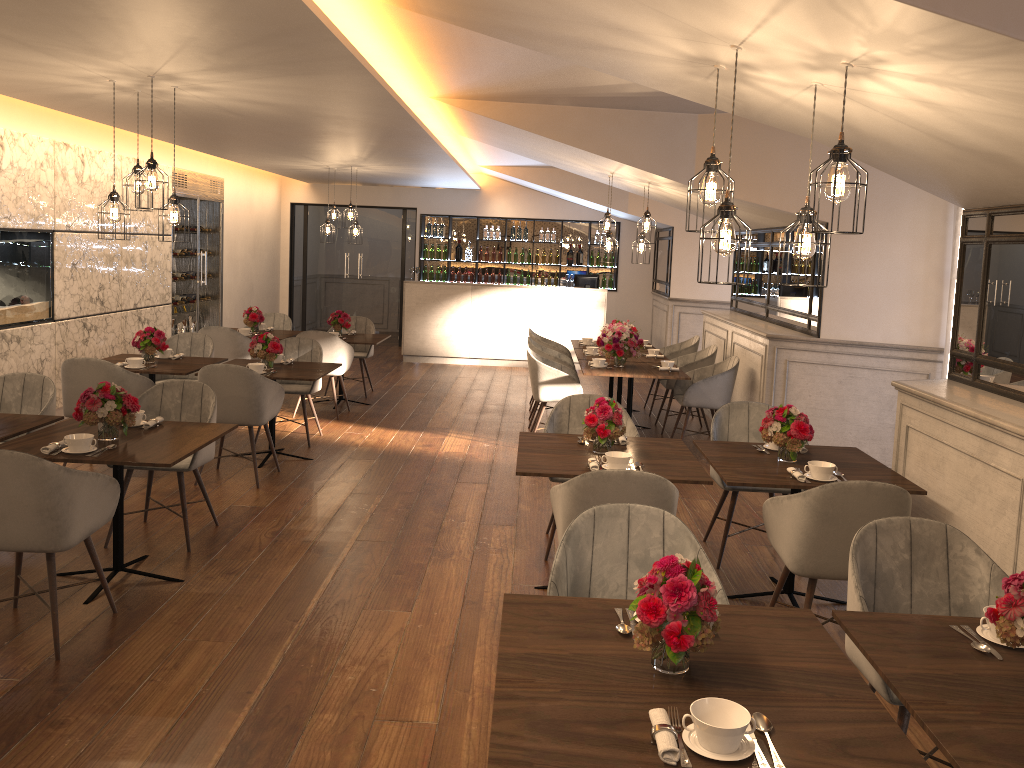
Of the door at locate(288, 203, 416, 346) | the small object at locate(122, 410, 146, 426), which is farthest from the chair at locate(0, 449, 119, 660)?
the door at locate(288, 203, 416, 346)

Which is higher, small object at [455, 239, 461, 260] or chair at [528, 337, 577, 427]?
small object at [455, 239, 461, 260]

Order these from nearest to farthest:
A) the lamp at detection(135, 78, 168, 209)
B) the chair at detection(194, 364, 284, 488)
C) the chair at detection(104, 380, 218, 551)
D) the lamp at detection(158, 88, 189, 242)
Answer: the chair at detection(104, 380, 218, 551), the lamp at detection(135, 78, 168, 209), the lamp at detection(158, 88, 189, 242), the chair at detection(194, 364, 284, 488)

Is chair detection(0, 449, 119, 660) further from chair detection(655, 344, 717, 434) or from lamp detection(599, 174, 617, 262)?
chair detection(655, 344, 717, 434)

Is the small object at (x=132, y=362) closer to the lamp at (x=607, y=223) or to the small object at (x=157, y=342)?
the small object at (x=157, y=342)

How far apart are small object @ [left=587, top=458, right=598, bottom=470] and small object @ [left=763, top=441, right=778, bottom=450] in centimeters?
115cm

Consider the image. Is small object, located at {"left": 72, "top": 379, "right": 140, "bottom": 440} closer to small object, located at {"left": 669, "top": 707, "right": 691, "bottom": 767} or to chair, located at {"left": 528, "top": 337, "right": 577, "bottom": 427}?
small object, located at {"left": 669, "top": 707, "right": 691, "bottom": 767}

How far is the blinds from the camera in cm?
638

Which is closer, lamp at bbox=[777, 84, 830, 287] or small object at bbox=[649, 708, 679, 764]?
small object at bbox=[649, 708, 679, 764]

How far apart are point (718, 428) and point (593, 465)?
1.48m
